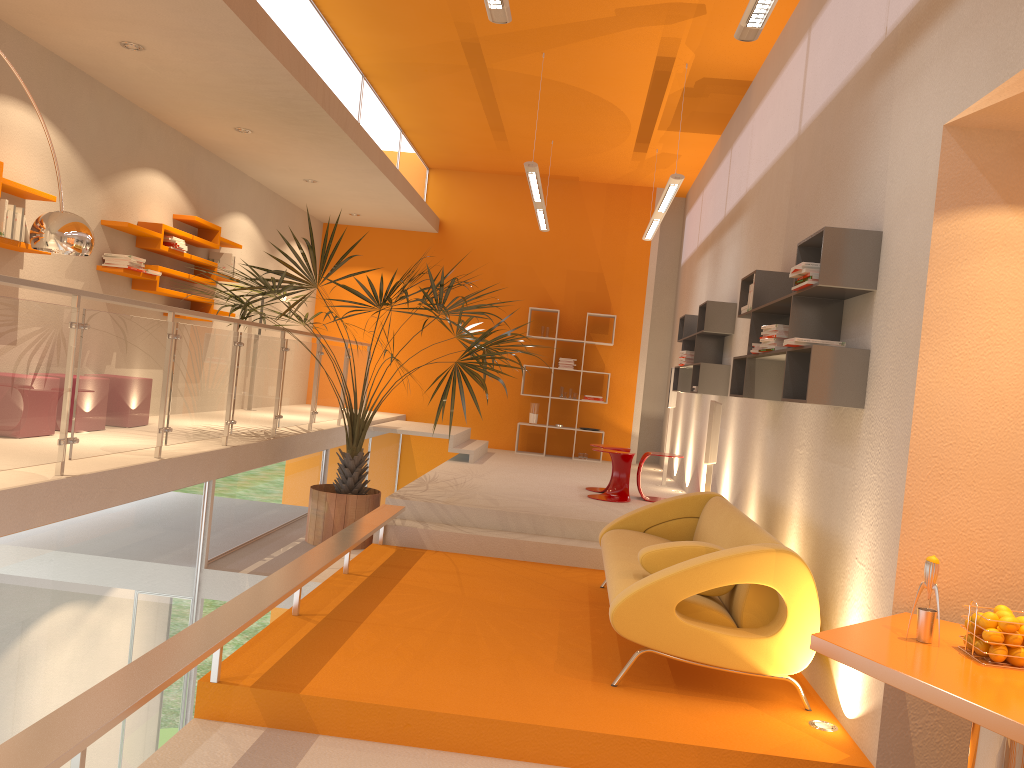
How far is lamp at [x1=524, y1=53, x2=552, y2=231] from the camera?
7.56m

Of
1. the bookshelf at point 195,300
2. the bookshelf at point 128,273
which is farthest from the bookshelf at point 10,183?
the bookshelf at point 195,300

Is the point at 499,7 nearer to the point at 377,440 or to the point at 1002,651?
the point at 1002,651

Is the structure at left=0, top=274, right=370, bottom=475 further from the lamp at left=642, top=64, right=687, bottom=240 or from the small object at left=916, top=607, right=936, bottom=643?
the small object at left=916, top=607, right=936, bottom=643

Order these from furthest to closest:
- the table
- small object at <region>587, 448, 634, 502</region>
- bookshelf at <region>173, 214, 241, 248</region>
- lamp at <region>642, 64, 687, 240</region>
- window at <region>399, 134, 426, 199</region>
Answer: window at <region>399, 134, 426, 199</region>, small object at <region>587, 448, 634, 502</region>, bookshelf at <region>173, 214, 241, 248</region>, lamp at <region>642, 64, 687, 240</region>, the table

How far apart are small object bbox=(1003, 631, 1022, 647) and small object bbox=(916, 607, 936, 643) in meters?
0.2 m

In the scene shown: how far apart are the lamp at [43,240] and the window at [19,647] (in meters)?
1.39

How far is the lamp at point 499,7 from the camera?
4.3m

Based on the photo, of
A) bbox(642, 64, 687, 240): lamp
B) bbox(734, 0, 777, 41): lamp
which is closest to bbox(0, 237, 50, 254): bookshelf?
bbox(734, 0, 777, 41): lamp

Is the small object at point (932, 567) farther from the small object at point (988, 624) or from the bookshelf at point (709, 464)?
the bookshelf at point (709, 464)
